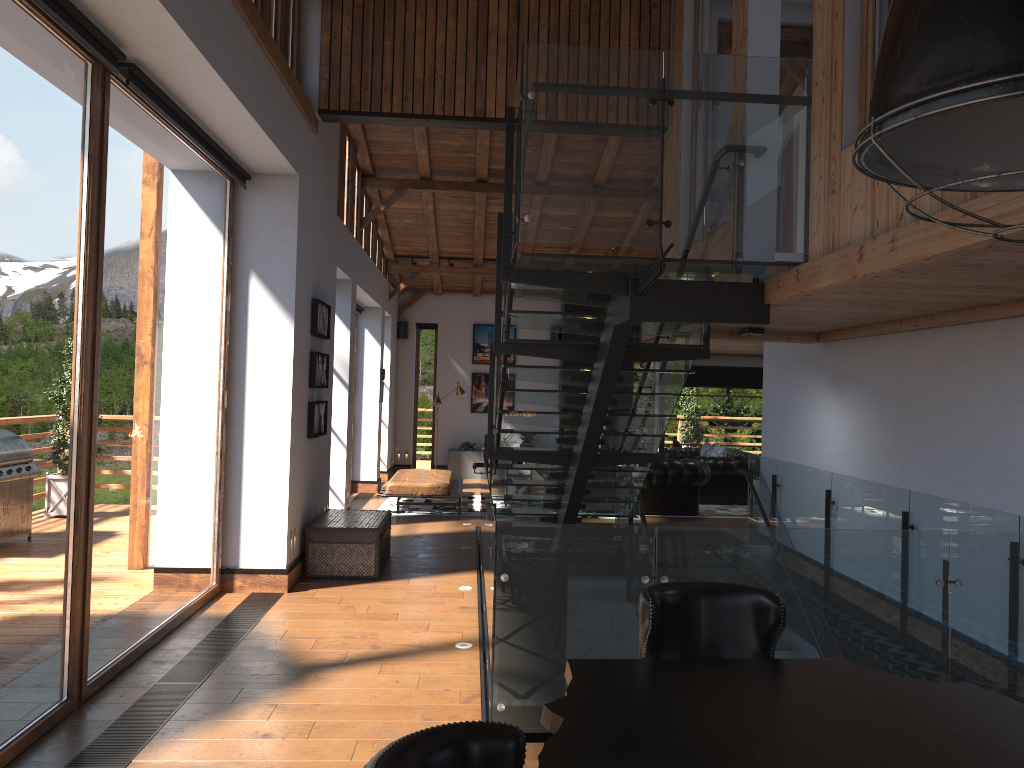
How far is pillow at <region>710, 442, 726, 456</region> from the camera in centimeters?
1497cm

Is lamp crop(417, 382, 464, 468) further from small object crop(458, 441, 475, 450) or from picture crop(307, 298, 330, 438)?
picture crop(307, 298, 330, 438)

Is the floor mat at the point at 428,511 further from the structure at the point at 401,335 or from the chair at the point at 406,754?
the chair at the point at 406,754

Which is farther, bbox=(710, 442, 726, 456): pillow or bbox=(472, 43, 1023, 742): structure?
bbox=(710, 442, 726, 456): pillow

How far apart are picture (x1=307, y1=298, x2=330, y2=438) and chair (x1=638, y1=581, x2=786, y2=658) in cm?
577

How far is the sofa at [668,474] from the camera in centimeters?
1258cm

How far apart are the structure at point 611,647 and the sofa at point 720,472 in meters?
3.7 m

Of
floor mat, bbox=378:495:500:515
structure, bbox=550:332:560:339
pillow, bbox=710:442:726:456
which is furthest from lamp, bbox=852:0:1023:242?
structure, bbox=550:332:560:339

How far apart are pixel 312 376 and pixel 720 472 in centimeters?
791cm

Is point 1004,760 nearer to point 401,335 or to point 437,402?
point 437,402
